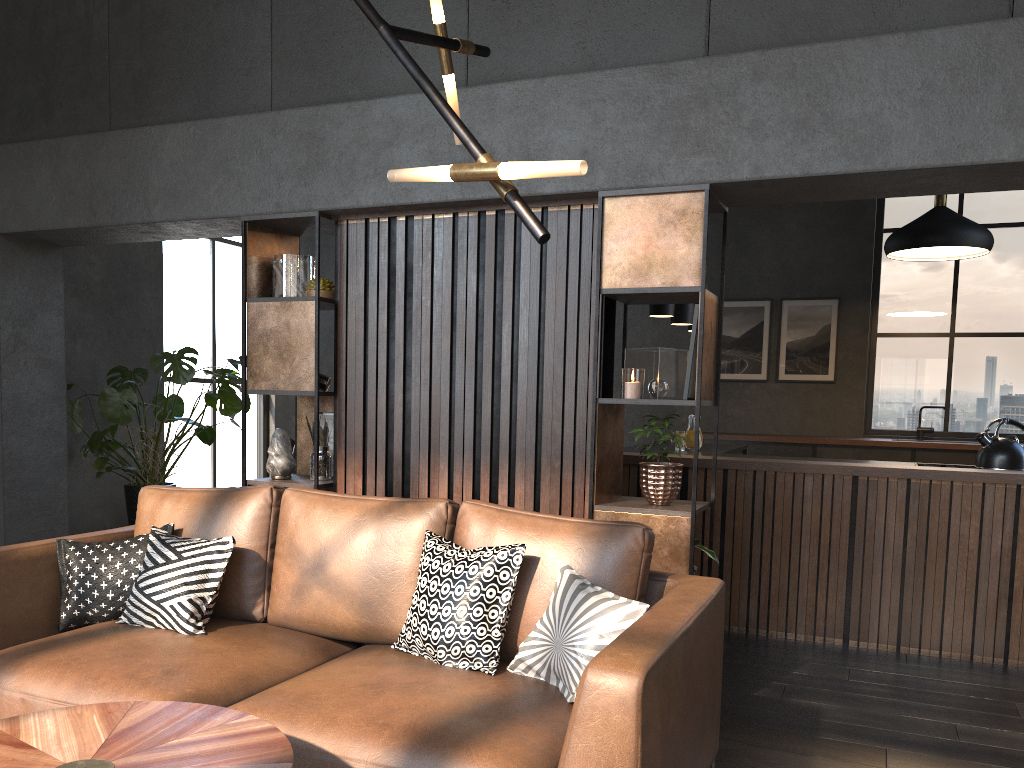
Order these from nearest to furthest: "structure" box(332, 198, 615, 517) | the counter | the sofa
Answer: the sofa, "structure" box(332, 198, 615, 517), the counter

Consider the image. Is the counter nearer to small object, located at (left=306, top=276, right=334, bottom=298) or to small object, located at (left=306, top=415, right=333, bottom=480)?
small object, located at (left=306, top=415, right=333, bottom=480)

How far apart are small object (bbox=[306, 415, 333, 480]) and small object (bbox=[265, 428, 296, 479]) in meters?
0.1

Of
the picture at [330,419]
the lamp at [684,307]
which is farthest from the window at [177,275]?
the lamp at [684,307]

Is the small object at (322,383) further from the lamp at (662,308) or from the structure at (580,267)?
the lamp at (662,308)

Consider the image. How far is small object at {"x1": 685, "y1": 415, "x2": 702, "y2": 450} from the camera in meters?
5.4 m

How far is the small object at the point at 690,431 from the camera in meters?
5.4 m

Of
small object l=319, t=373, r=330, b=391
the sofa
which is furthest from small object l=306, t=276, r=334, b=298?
the sofa

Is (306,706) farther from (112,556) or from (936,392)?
(936,392)

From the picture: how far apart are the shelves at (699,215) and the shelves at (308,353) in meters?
1.3 m
